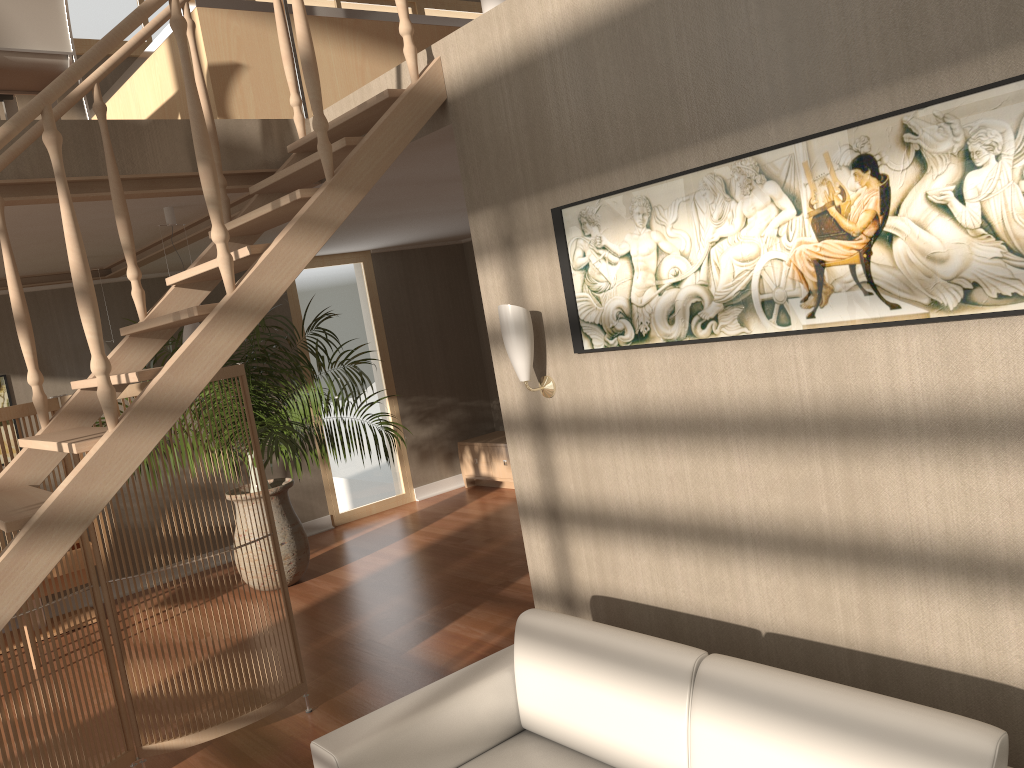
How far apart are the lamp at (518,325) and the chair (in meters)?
2.67

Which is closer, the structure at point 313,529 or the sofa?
the sofa

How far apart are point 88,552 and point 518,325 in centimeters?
204cm

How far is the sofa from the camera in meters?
1.9

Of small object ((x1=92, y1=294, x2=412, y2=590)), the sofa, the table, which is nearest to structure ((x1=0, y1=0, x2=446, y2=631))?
the sofa

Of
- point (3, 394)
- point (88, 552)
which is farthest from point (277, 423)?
point (3, 394)

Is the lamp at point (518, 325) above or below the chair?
below

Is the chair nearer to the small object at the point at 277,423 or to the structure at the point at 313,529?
the small object at the point at 277,423

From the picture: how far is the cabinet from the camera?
8.1m

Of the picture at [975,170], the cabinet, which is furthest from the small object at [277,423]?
the picture at [975,170]
